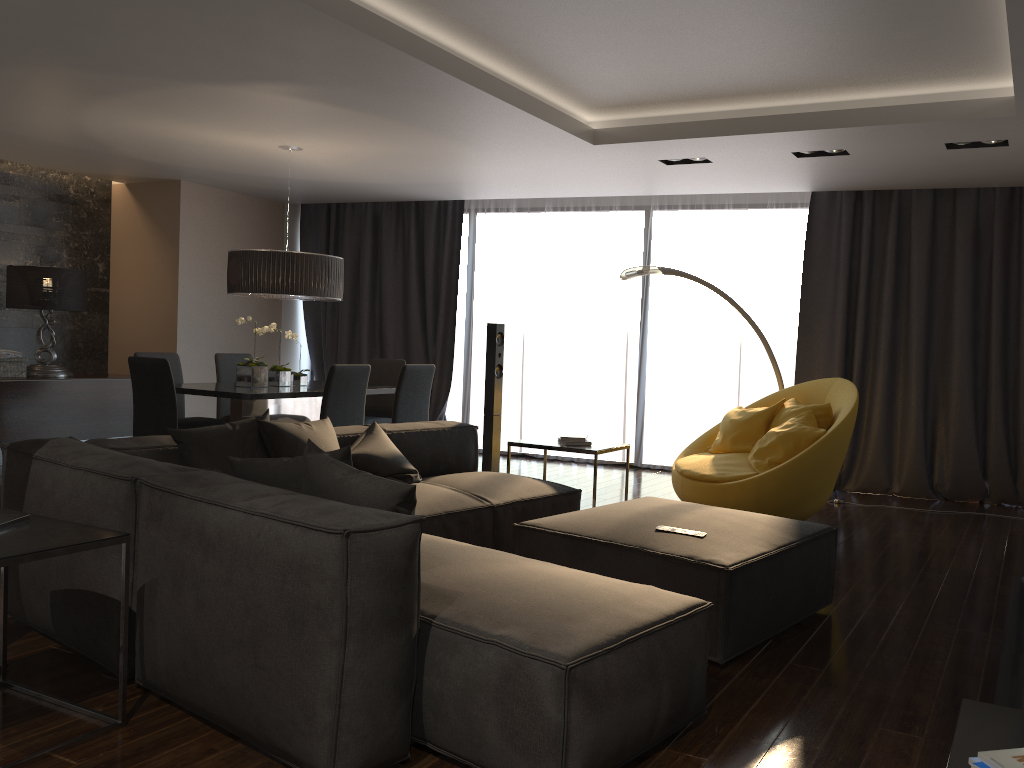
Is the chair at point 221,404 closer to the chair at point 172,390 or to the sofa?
the chair at point 172,390

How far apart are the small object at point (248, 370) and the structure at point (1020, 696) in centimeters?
481cm

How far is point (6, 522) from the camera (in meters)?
2.66

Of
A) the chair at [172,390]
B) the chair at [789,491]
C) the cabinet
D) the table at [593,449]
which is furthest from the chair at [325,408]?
the cabinet

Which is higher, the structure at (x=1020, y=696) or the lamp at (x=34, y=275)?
the lamp at (x=34, y=275)

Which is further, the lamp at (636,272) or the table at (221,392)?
the lamp at (636,272)

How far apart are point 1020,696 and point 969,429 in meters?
4.6 m

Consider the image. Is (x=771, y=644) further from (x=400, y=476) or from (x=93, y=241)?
(x=93, y=241)

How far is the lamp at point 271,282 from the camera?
6.26m

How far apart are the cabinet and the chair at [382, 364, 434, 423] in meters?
3.4 m
